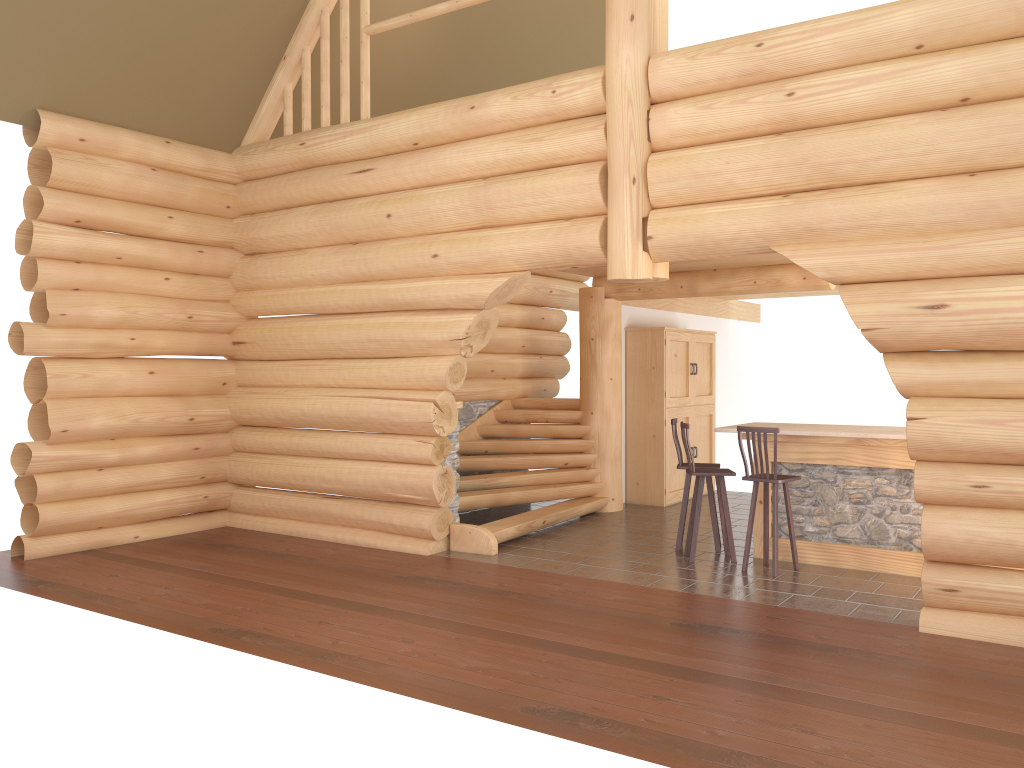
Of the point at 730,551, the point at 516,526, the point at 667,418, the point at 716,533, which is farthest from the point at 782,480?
the point at 667,418

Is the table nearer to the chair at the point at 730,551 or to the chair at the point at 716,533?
the chair at the point at 730,551

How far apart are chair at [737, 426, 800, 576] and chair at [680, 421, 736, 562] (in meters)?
0.37

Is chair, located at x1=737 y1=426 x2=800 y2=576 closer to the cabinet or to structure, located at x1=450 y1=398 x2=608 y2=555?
structure, located at x1=450 y1=398 x2=608 y2=555

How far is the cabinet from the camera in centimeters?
1190cm

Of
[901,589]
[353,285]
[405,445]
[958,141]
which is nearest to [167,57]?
[353,285]

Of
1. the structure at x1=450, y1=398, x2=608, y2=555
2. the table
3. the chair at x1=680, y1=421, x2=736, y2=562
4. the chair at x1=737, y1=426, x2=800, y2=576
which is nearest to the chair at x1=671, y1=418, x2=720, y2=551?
the chair at x1=680, y1=421, x2=736, y2=562

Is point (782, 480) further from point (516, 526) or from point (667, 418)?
point (667, 418)

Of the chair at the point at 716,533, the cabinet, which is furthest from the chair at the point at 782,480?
the cabinet

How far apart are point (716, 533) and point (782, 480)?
1.3m
